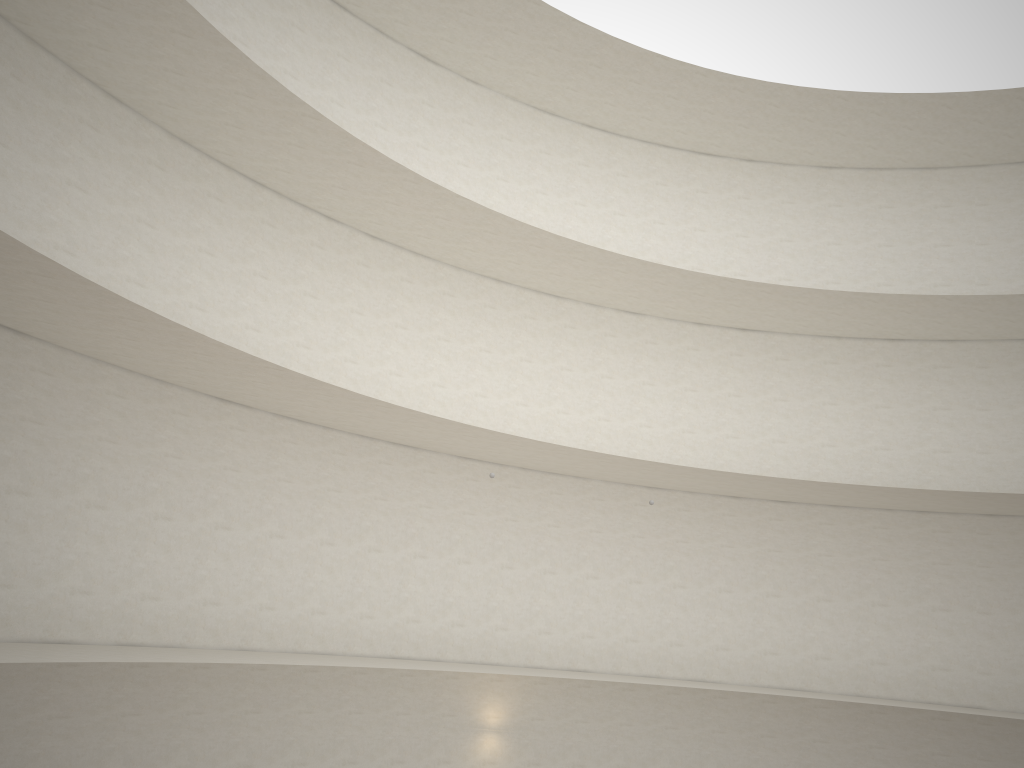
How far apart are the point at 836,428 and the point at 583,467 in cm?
650

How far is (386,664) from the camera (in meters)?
14.75
